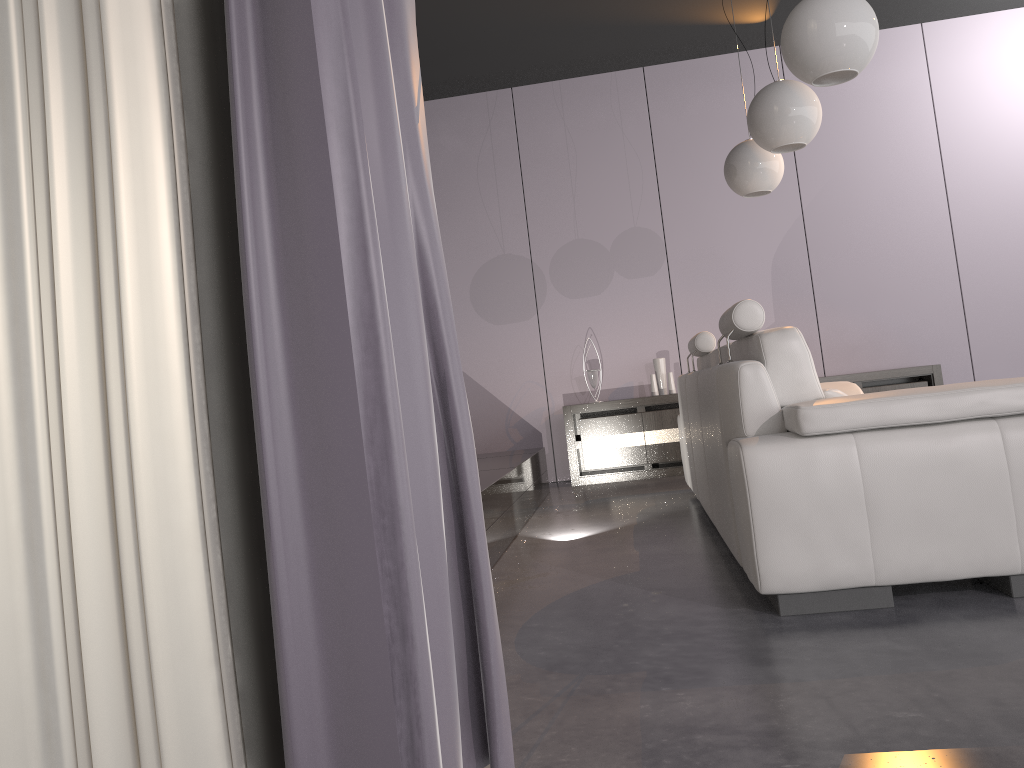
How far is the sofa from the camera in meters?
2.2 m

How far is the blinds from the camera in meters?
0.7

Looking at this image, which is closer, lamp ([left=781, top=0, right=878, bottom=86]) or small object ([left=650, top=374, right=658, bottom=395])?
lamp ([left=781, top=0, right=878, bottom=86])

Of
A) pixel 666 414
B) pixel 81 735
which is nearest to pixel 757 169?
pixel 666 414

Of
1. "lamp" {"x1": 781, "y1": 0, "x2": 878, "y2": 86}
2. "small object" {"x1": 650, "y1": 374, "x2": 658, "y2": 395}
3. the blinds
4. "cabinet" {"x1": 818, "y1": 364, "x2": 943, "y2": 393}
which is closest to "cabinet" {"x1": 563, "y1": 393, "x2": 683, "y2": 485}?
"small object" {"x1": 650, "y1": 374, "x2": 658, "y2": 395}

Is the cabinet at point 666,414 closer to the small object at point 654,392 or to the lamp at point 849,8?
the small object at point 654,392

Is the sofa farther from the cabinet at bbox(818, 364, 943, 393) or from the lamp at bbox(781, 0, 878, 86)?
the cabinet at bbox(818, 364, 943, 393)

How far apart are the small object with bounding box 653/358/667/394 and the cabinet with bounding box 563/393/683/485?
0.2 meters

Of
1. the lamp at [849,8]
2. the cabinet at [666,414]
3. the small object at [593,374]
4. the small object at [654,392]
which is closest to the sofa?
the lamp at [849,8]

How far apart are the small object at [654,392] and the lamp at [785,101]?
2.6 meters
